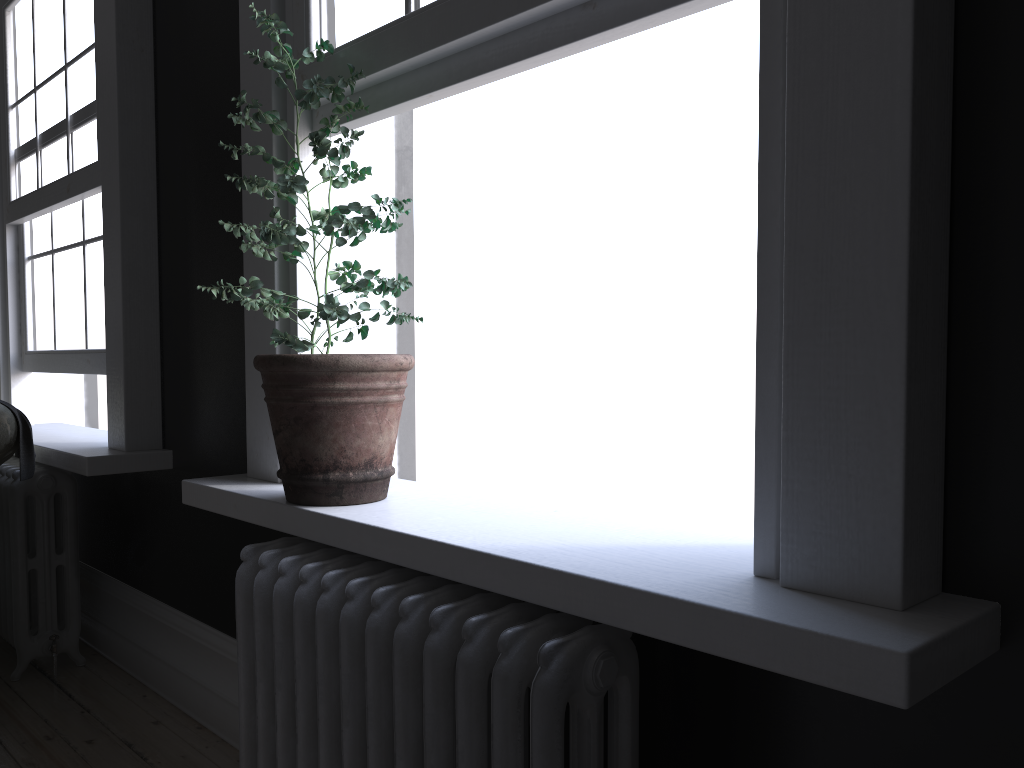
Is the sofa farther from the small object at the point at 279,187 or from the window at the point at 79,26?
the small object at the point at 279,187

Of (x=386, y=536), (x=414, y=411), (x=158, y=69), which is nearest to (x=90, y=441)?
(x=158, y=69)

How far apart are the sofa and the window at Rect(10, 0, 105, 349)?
0.5 meters

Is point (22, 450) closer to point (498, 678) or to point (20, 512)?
point (20, 512)

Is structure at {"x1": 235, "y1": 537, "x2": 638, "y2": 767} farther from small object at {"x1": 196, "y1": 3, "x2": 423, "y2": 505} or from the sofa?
the sofa

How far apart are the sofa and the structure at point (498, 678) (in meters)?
1.26

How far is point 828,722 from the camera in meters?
1.4

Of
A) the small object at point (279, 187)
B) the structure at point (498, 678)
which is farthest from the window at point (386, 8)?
the structure at point (498, 678)

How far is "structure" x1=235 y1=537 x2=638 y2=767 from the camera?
1.4 meters

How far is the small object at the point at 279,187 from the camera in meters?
1.9
